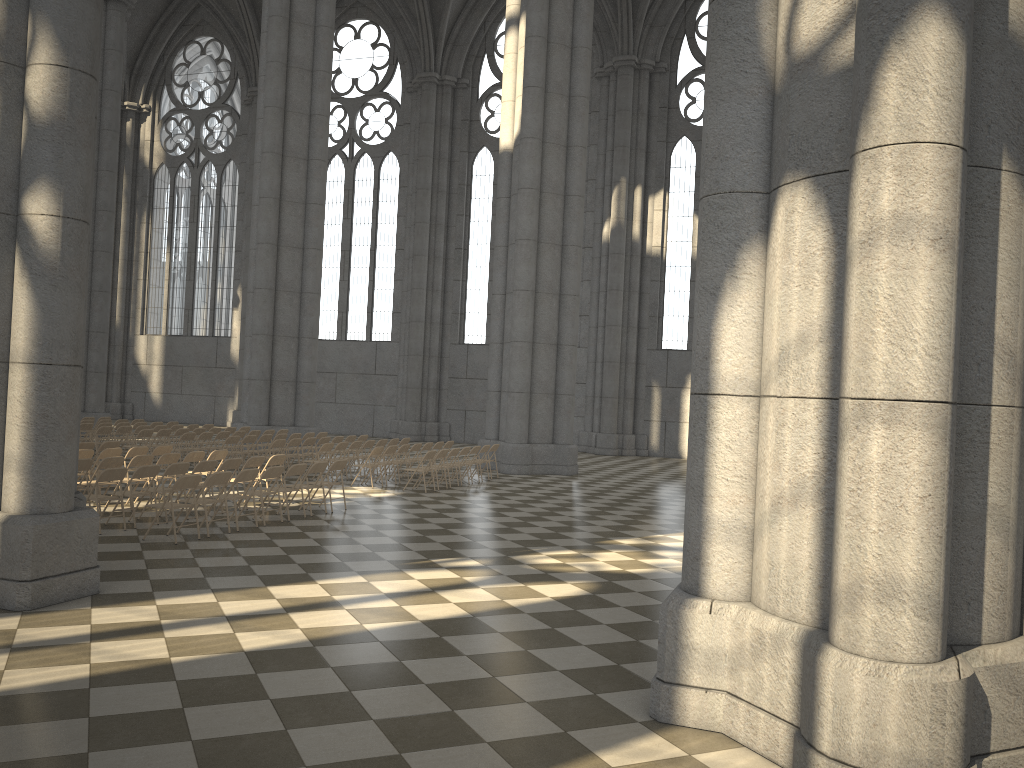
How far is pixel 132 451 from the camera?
14.54m

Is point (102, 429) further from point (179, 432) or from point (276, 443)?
point (276, 443)

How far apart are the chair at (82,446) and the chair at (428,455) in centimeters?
593cm

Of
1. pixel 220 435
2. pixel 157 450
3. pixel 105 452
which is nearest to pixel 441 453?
pixel 157 450

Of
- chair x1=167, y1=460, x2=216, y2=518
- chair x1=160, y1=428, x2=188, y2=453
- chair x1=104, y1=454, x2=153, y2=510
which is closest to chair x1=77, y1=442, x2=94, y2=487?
chair x1=104, y1=454, x2=153, y2=510

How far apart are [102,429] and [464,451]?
8.3 meters

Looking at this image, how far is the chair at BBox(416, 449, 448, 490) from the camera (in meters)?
17.70

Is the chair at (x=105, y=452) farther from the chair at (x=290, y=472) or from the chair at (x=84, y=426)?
the chair at (x=84, y=426)

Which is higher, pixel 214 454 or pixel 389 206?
pixel 389 206

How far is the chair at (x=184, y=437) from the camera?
19.1m
